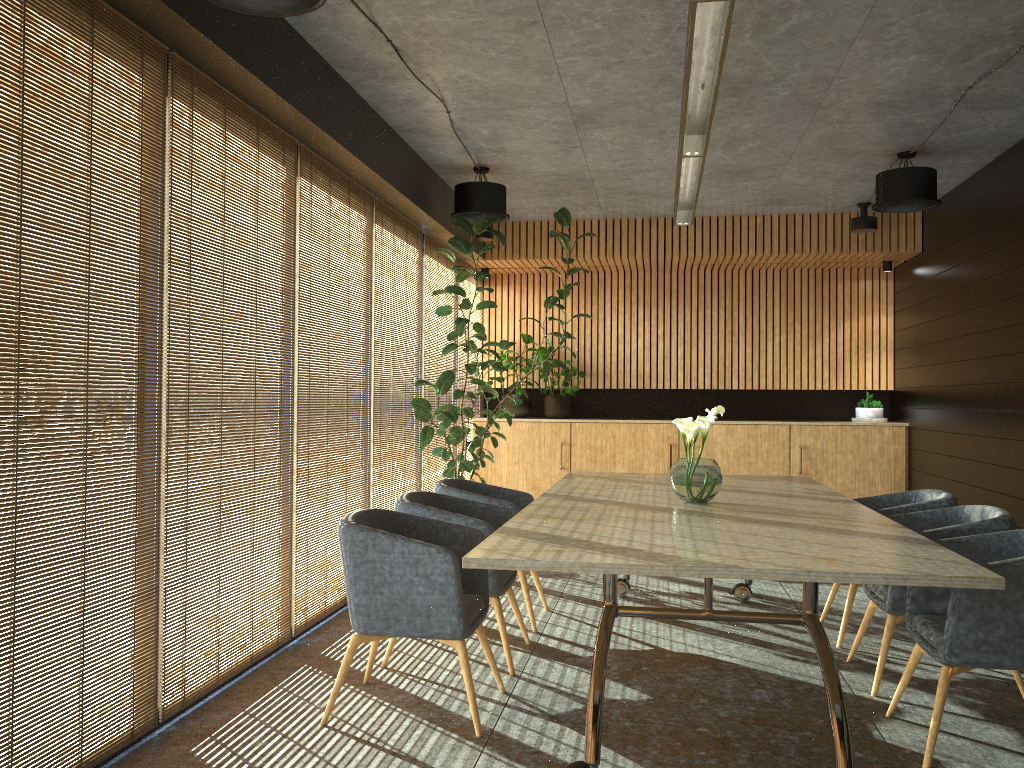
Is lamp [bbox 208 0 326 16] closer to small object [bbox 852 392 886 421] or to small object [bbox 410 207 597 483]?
small object [bbox 410 207 597 483]

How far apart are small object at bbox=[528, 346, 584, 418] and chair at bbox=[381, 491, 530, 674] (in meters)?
5.05

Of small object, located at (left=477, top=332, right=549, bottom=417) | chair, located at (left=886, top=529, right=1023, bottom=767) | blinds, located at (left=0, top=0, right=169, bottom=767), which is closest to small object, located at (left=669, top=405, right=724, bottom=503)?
chair, located at (left=886, top=529, right=1023, bottom=767)

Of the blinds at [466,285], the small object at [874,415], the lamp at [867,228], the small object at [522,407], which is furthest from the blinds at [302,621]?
the small object at [874,415]

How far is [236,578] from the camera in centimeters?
469cm

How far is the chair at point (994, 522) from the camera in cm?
445

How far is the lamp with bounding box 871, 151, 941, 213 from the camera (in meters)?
6.88

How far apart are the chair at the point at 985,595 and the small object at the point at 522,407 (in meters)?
6.64

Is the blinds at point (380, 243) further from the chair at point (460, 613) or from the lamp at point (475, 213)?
the chair at point (460, 613)

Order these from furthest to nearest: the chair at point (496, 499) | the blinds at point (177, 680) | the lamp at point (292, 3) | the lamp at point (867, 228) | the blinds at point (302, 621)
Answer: the lamp at point (867, 228) → the chair at point (496, 499) → the blinds at point (302, 621) → the blinds at point (177, 680) → the lamp at point (292, 3)
